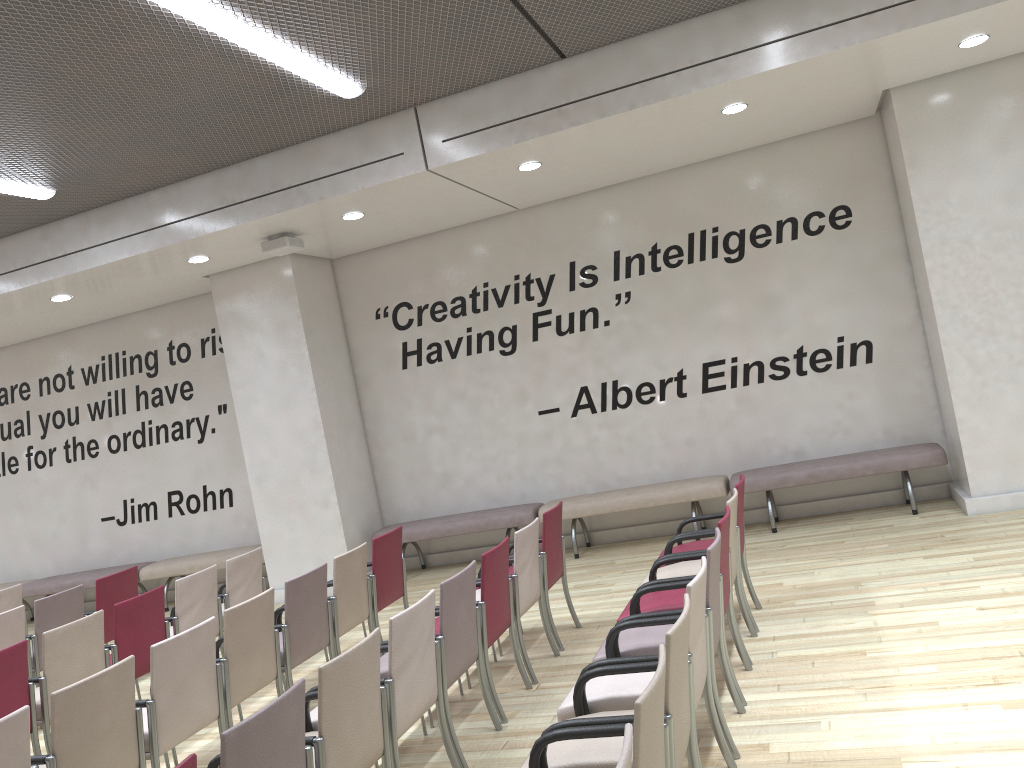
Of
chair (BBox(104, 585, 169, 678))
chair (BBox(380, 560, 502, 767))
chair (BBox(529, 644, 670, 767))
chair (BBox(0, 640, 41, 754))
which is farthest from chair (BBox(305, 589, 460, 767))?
chair (BBox(104, 585, 169, 678))

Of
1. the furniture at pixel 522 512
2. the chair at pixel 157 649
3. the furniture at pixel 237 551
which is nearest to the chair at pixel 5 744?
the chair at pixel 157 649

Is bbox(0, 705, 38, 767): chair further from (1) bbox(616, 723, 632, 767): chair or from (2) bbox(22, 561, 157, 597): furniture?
(2) bbox(22, 561, 157, 597): furniture

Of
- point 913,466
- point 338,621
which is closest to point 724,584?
point 338,621

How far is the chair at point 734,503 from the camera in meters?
4.9

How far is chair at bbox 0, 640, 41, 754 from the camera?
4.67m

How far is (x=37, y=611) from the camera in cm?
636

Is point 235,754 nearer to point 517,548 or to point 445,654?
point 445,654

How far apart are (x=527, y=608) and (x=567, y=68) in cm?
384

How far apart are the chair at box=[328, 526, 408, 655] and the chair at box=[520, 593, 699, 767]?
3.1m
